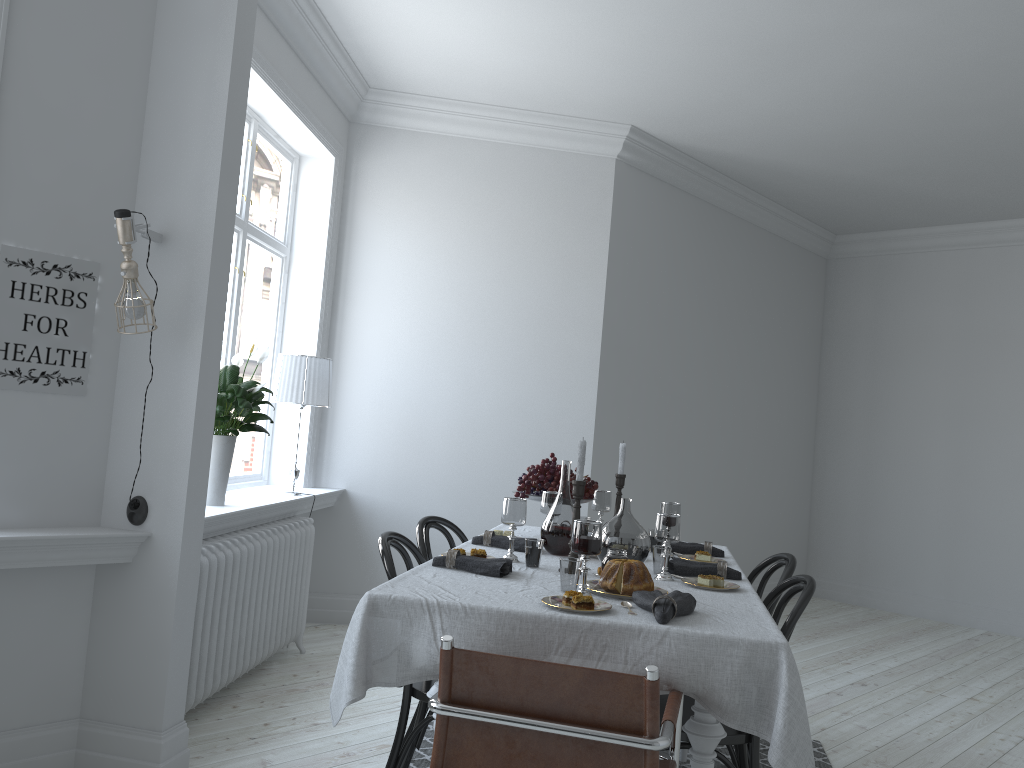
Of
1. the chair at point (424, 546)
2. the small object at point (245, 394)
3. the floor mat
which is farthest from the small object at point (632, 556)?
the small object at point (245, 394)

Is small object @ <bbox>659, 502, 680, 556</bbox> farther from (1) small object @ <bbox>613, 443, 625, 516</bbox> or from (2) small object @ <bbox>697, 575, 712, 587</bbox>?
(2) small object @ <bbox>697, 575, 712, 587</bbox>

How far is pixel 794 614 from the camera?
2.6m

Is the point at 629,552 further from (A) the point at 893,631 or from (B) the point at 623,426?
(A) the point at 893,631

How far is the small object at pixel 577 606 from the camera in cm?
226

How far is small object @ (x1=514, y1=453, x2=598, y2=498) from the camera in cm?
367

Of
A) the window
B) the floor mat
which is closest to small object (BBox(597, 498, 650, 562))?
the floor mat

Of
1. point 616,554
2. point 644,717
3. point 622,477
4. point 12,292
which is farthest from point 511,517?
point 12,292

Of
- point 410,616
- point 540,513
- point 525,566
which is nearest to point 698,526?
point 540,513

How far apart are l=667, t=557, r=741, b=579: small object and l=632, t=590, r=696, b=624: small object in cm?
62
